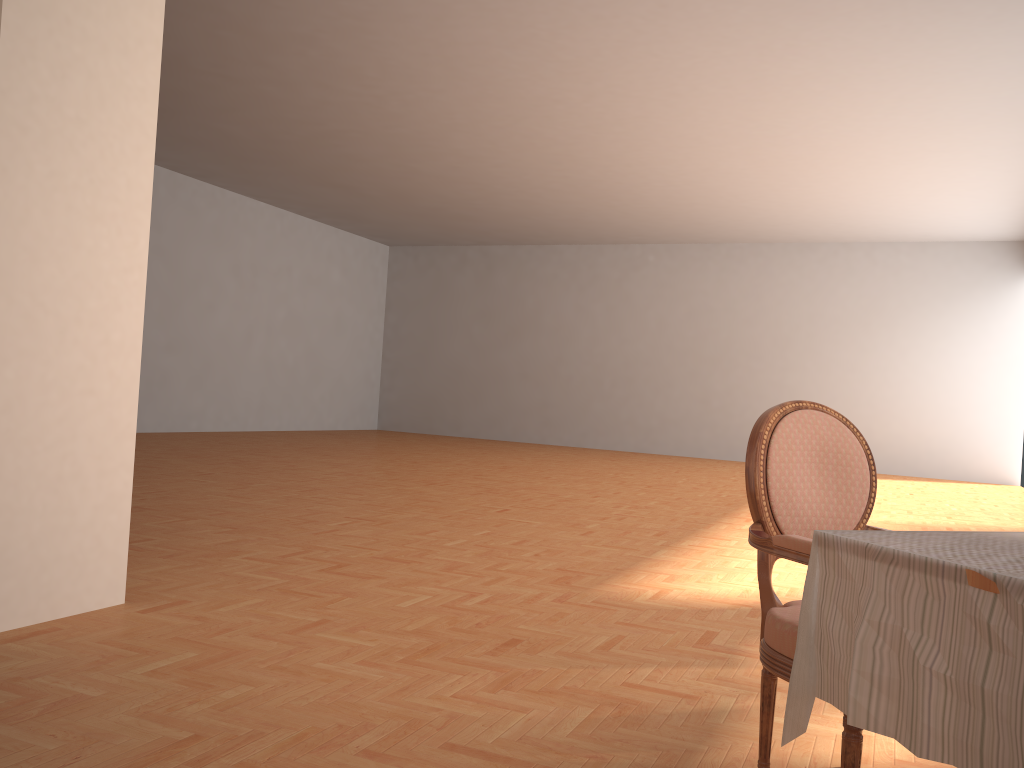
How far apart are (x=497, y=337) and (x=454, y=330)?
1.0 meters

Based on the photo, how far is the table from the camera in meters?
1.3

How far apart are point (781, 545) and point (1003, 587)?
0.7 meters

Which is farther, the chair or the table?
the chair

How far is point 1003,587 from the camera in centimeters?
128cm

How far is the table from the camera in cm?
128

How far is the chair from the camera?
1.97m

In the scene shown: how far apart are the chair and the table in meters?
0.2

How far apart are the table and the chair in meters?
0.2 m
